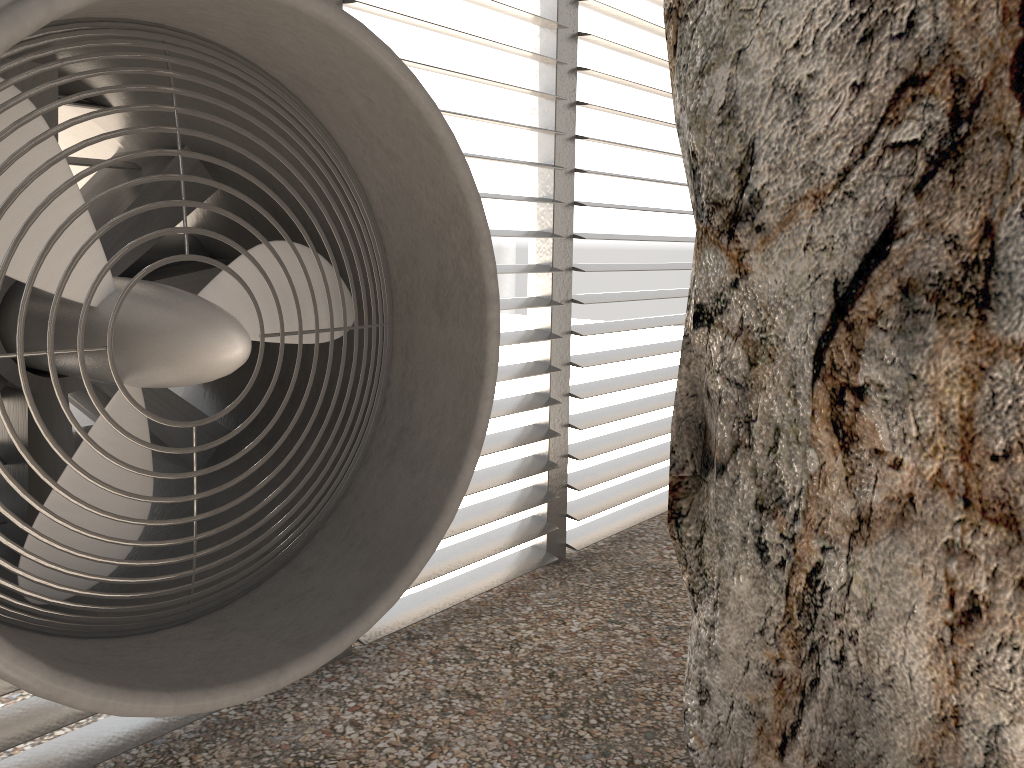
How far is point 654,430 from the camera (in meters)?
6.07
